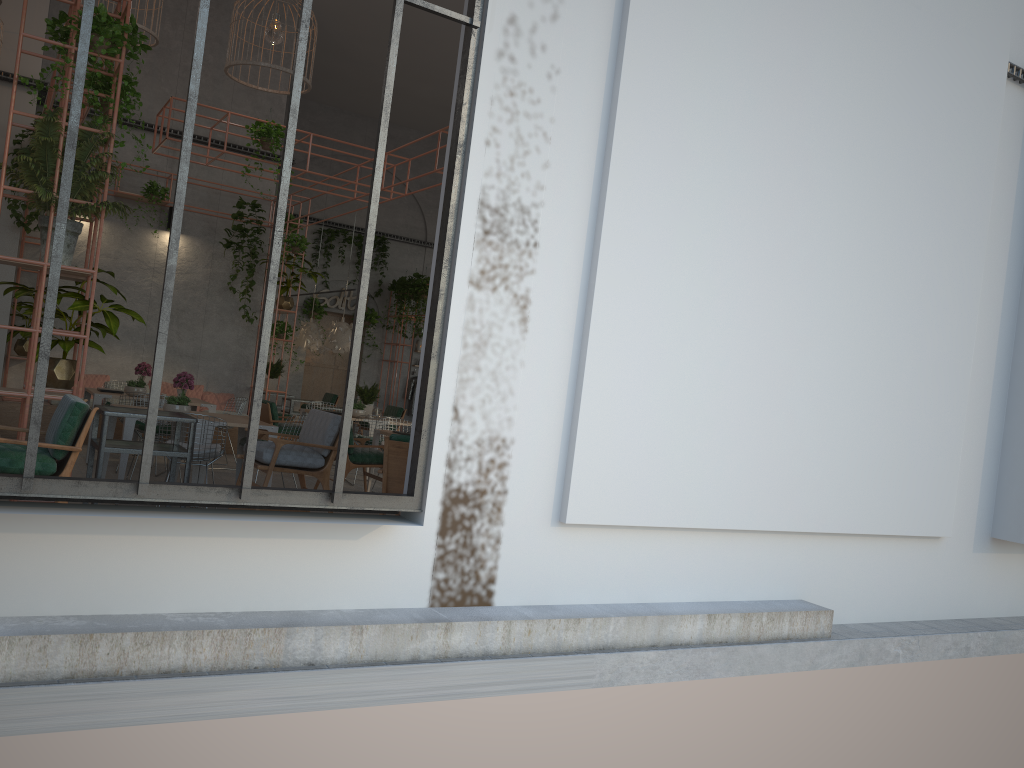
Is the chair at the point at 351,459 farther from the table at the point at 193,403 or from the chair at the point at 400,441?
the chair at the point at 400,441

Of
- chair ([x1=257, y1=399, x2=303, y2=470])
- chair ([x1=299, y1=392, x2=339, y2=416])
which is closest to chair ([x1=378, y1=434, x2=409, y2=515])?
chair ([x1=257, y1=399, x2=303, y2=470])

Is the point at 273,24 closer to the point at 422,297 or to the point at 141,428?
the point at 141,428

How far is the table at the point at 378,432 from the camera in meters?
10.2

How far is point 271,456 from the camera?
6.58m

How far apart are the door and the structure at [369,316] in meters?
0.6 m

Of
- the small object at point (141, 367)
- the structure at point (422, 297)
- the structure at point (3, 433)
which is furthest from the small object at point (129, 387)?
the structure at point (422, 297)

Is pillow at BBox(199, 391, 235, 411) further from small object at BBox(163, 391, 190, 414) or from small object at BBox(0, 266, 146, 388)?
small object at BBox(0, 266, 146, 388)

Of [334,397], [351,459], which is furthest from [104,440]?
[334,397]

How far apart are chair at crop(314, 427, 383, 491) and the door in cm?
1078
